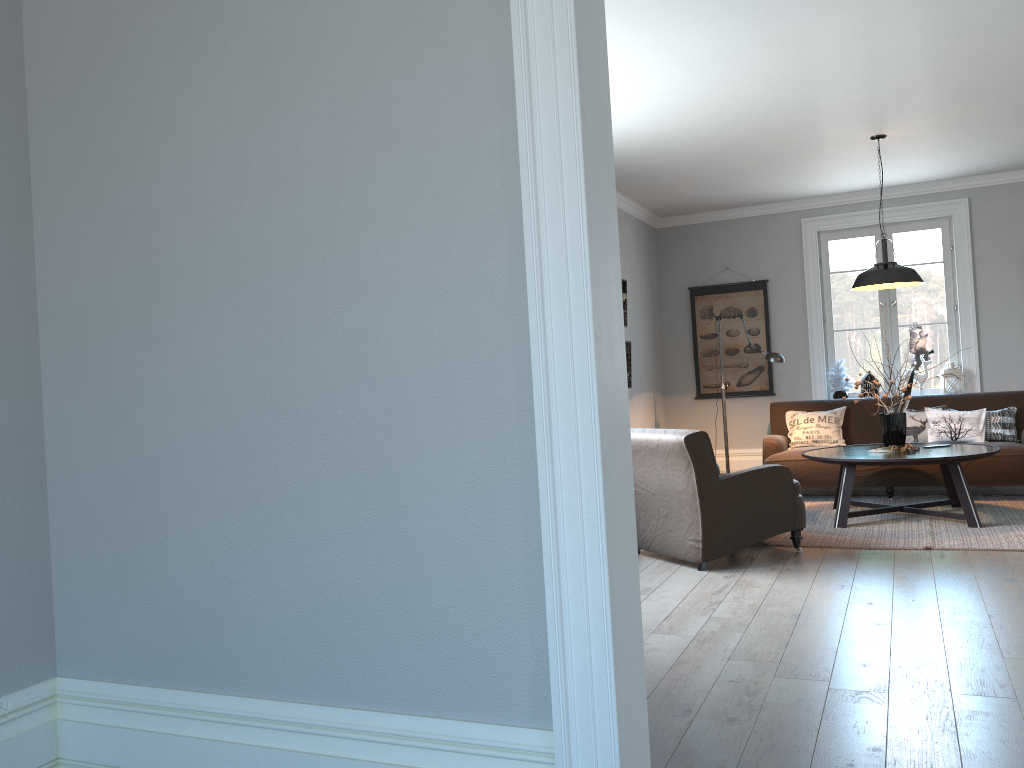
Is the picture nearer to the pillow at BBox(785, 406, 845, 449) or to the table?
the pillow at BBox(785, 406, 845, 449)

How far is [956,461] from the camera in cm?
574

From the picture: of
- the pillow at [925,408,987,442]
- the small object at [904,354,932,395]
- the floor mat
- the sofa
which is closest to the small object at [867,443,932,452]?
the floor mat

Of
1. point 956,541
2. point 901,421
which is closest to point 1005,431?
point 901,421

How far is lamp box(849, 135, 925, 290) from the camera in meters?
6.1

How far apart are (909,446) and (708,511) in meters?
2.0

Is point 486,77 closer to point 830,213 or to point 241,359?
point 241,359

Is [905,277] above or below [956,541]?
above

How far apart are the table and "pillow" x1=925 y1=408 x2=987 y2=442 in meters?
0.8 m

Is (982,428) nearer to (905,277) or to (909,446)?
(909,446)
